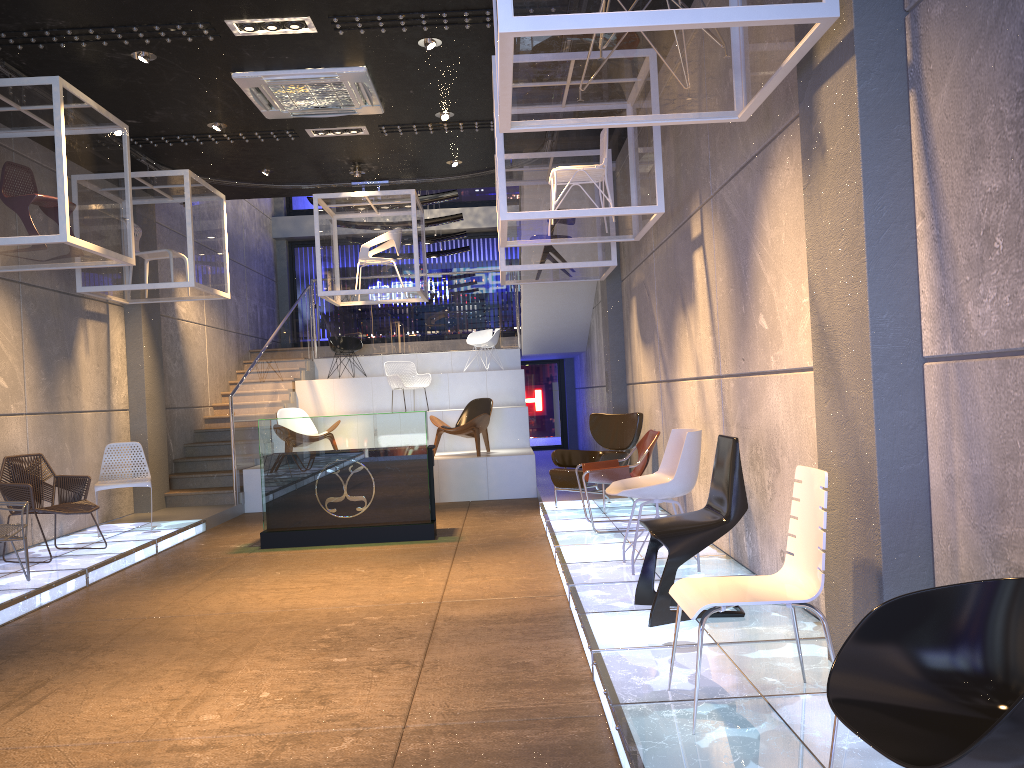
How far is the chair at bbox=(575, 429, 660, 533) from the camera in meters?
7.3 m

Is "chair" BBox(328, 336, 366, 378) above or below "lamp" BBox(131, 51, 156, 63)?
below

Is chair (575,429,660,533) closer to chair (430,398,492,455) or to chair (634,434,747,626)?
chair (634,434,747,626)

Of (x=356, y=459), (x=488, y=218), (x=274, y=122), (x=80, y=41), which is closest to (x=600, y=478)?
(x=356, y=459)

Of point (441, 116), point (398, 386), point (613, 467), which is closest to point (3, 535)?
point (613, 467)

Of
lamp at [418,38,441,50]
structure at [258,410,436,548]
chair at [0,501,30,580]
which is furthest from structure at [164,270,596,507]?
chair at [0,501,30,580]

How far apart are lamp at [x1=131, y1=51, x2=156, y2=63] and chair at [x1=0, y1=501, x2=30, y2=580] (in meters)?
3.64

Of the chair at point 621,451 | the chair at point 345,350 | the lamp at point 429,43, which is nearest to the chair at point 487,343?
the chair at point 345,350

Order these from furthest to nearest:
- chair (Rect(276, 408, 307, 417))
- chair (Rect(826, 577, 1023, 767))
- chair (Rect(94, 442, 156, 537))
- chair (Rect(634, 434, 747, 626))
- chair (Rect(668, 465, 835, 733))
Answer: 1. chair (Rect(276, 408, 307, 417))
2. chair (Rect(94, 442, 156, 537))
3. chair (Rect(634, 434, 747, 626))
4. chair (Rect(668, 465, 835, 733))
5. chair (Rect(826, 577, 1023, 767))

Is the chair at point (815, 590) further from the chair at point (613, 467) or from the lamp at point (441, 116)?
the lamp at point (441, 116)
